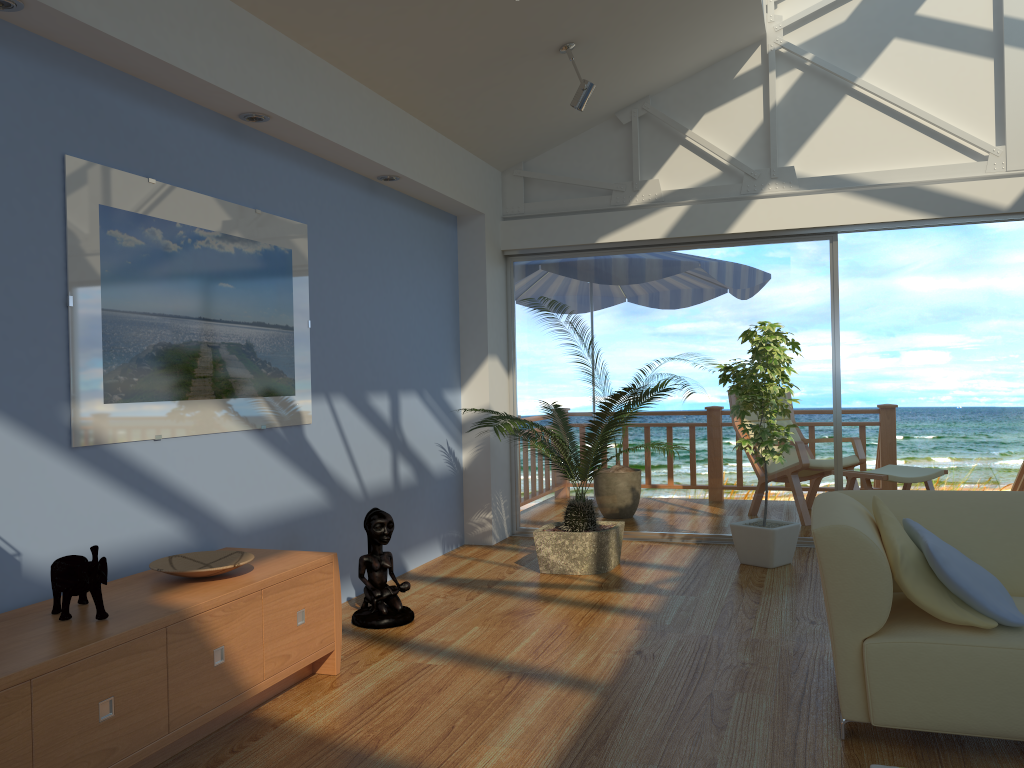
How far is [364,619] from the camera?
Result: 3.98m

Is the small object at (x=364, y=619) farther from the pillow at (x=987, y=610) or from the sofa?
the pillow at (x=987, y=610)

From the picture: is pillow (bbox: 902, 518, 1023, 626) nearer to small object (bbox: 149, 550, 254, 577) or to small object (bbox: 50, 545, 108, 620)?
small object (bbox: 149, 550, 254, 577)

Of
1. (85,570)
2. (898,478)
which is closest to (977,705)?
(85,570)

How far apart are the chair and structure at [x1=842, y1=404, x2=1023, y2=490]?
0.7m

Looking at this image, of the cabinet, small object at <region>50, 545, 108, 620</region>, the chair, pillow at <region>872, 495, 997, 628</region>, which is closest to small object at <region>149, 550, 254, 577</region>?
the cabinet

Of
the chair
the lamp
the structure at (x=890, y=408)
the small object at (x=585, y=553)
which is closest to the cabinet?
the small object at (x=585, y=553)

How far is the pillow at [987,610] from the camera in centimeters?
251cm

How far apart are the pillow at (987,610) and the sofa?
0.03m

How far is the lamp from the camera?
4.72m
